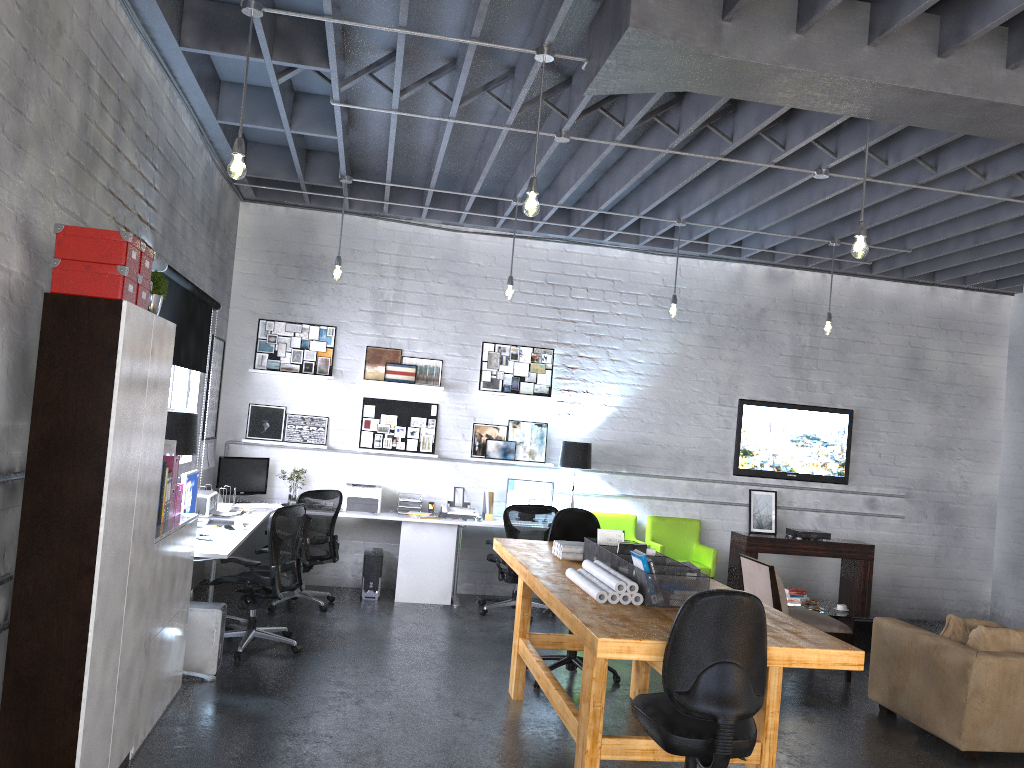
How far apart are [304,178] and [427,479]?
3.1 meters

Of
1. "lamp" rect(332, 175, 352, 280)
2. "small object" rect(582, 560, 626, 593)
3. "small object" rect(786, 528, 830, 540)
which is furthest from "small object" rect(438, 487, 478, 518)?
"small object" rect(582, 560, 626, 593)

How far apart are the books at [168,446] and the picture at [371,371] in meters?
3.8

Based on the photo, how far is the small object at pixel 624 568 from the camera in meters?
4.5

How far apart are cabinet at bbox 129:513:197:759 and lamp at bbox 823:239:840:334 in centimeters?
570cm

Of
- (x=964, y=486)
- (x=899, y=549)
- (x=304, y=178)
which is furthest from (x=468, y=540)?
(x=964, y=486)

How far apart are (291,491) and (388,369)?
1.5 meters

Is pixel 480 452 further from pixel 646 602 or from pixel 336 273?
pixel 646 602

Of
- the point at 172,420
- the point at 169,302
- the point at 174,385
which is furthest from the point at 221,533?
the point at 169,302

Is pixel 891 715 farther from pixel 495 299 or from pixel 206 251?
pixel 206 251
